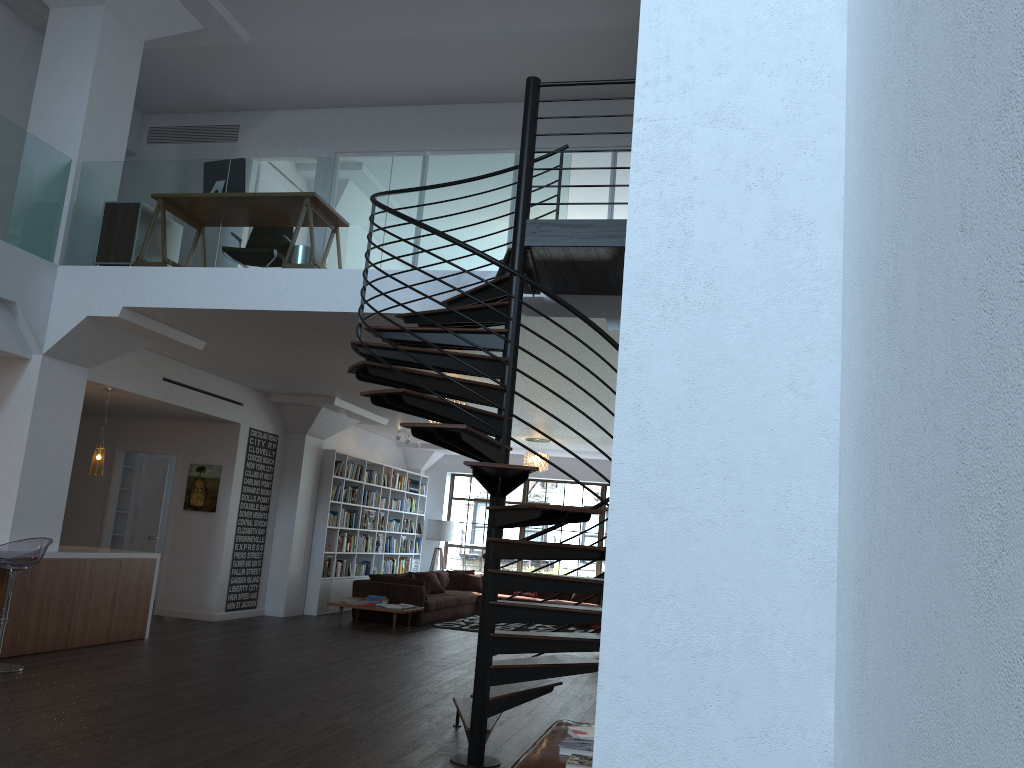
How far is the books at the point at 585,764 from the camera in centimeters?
335cm

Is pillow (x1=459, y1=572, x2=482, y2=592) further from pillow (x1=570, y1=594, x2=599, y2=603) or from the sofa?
pillow (x1=570, y1=594, x2=599, y2=603)

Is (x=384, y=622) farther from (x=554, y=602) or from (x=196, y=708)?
(x=196, y=708)

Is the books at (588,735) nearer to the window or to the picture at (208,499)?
the picture at (208,499)

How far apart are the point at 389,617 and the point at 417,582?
0.6m

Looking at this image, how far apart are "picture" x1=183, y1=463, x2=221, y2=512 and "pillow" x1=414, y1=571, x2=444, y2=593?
4.3 meters

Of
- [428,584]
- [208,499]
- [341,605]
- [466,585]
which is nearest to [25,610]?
[208,499]

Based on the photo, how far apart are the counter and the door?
3.5m

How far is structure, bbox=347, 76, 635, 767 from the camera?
4.73m

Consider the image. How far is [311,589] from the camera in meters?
12.9
